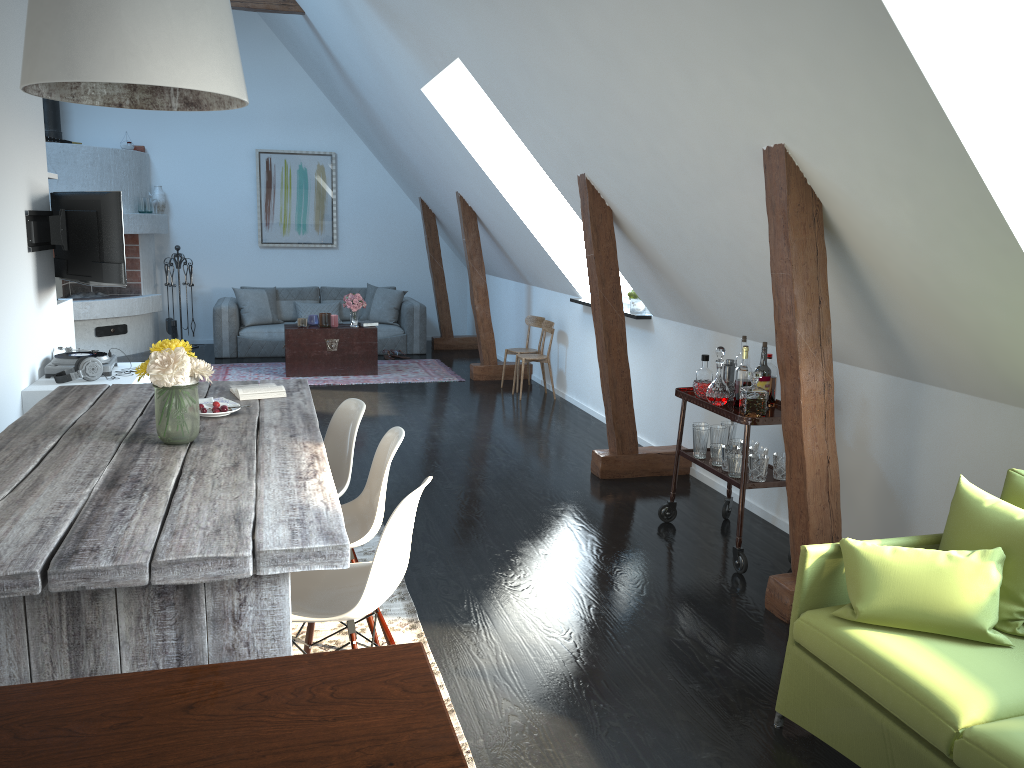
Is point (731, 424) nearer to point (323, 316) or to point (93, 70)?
point (93, 70)

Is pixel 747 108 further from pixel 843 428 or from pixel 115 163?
pixel 115 163

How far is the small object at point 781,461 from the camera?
4.1m

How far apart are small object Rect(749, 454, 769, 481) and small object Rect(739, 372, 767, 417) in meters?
0.2

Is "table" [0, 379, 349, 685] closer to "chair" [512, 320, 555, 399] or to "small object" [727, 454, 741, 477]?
"small object" [727, 454, 741, 477]

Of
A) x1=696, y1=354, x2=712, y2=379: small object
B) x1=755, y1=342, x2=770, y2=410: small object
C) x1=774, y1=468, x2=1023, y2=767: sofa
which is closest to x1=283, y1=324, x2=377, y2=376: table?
x1=696, y1=354, x2=712, y2=379: small object

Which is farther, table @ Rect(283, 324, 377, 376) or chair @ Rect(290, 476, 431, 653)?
table @ Rect(283, 324, 377, 376)

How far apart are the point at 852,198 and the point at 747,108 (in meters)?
0.50

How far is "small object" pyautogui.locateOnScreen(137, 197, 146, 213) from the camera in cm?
1011

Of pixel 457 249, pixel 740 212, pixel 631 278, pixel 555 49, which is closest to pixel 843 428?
pixel 740 212
